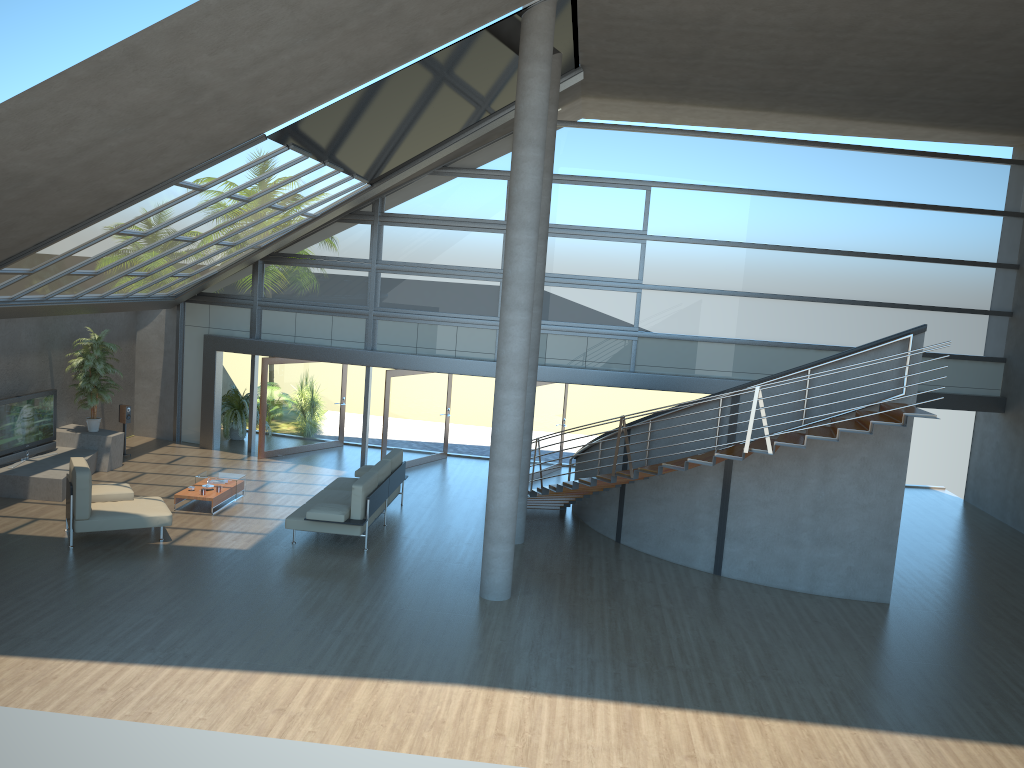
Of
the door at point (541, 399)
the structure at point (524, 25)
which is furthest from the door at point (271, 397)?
the structure at point (524, 25)

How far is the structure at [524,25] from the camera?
9.9 meters

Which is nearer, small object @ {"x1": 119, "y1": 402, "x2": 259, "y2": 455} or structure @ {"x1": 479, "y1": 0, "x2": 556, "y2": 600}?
structure @ {"x1": 479, "y1": 0, "x2": 556, "y2": 600}

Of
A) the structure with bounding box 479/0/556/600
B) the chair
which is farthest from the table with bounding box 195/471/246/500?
the structure with bounding box 479/0/556/600

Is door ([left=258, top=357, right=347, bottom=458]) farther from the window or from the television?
the television

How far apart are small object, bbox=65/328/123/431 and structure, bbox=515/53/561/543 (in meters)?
7.67

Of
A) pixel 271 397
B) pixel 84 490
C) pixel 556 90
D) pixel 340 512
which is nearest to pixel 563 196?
pixel 556 90

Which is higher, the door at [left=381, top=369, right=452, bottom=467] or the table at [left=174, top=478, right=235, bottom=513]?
the door at [left=381, top=369, right=452, bottom=467]

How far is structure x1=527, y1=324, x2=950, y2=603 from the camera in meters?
11.0 m

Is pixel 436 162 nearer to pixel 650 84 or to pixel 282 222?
pixel 282 222
